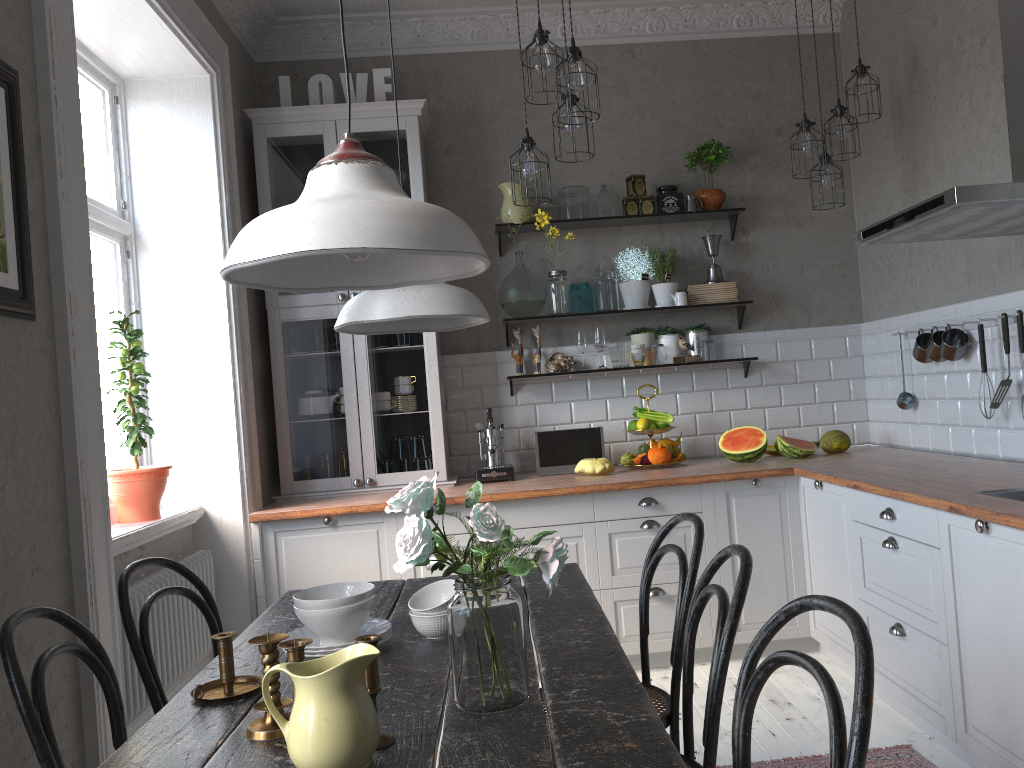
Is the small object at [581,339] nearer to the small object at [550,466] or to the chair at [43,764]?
the small object at [550,466]

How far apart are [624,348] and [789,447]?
1.0m

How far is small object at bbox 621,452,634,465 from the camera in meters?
4.4

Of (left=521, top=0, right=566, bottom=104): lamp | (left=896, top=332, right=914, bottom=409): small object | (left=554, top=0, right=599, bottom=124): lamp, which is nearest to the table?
(left=554, top=0, right=599, bottom=124): lamp

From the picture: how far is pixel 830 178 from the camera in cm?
403

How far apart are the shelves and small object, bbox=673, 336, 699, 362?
0.2m

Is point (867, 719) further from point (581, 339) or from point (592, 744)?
point (581, 339)

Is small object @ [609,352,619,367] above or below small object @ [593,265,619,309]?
below

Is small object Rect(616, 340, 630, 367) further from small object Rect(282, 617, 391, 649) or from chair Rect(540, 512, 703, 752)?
small object Rect(282, 617, 391, 649)

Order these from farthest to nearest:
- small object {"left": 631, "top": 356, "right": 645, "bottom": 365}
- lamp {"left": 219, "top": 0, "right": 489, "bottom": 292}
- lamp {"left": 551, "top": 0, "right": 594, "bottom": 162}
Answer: small object {"left": 631, "top": 356, "right": 645, "bottom": 365} → lamp {"left": 551, "top": 0, "right": 594, "bottom": 162} → lamp {"left": 219, "top": 0, "right": 489, "bottom": 292}
